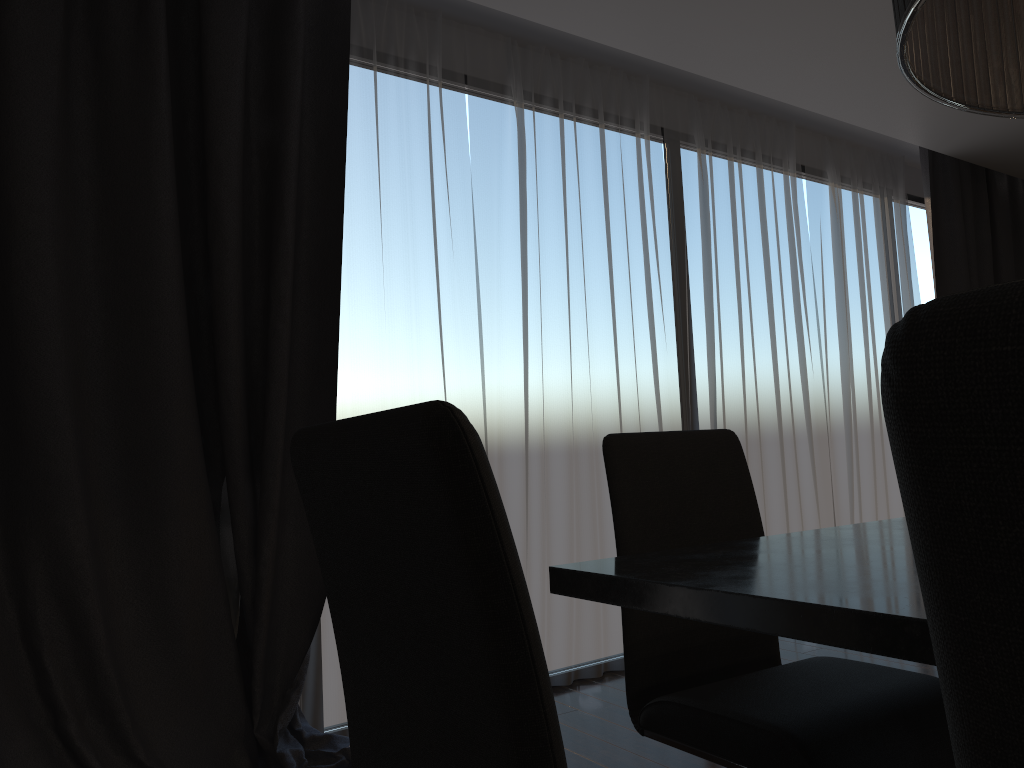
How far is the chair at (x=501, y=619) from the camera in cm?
57

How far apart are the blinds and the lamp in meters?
2.1

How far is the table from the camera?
0.8 meters

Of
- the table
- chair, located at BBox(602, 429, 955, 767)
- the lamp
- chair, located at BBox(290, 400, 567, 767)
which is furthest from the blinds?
the lamp

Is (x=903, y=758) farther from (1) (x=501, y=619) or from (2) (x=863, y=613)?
(1) (x=501, y=619)

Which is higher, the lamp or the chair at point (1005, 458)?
the lamp

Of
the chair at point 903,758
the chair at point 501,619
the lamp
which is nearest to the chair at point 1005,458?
the chair at point 501,619

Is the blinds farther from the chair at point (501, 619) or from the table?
the chair at point (501, 619)

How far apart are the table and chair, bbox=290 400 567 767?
0.37m

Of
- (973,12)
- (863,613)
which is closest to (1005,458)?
(863,613)
